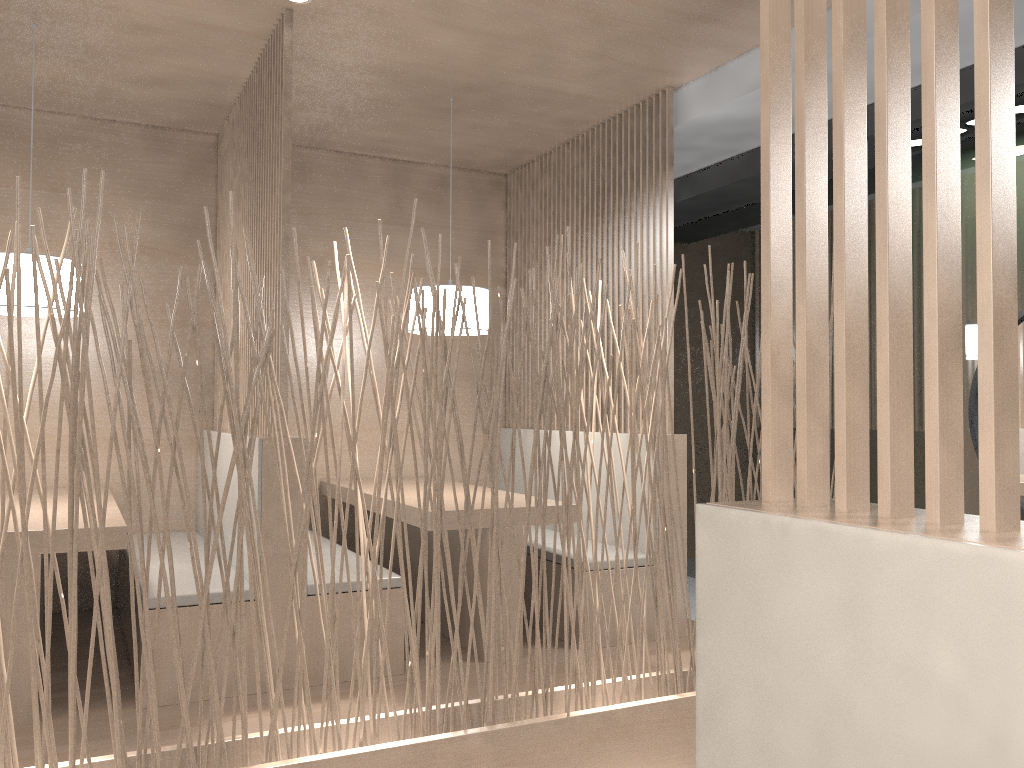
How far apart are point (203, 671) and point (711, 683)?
0.92m

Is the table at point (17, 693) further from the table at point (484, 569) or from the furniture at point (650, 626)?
the furniture at point (650, 626)

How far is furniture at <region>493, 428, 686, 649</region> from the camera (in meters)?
2.50

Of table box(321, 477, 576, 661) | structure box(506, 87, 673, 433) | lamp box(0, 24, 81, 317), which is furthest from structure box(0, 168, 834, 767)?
lamp box(0, 24, 81, 317)

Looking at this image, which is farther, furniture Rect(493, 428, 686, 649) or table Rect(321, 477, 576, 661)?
furniture Rect(493, 428, 686, 649)

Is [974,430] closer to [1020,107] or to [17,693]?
[1020,107]

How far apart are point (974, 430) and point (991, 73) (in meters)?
2.17

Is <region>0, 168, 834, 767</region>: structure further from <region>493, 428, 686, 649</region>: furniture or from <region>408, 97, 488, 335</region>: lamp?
<region>408, 97, 488, 335</region>: lamp

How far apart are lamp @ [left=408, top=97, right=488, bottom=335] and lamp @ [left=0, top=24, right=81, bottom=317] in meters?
0.9 m

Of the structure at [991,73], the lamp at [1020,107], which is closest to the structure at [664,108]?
the lamp at [1020,107]
